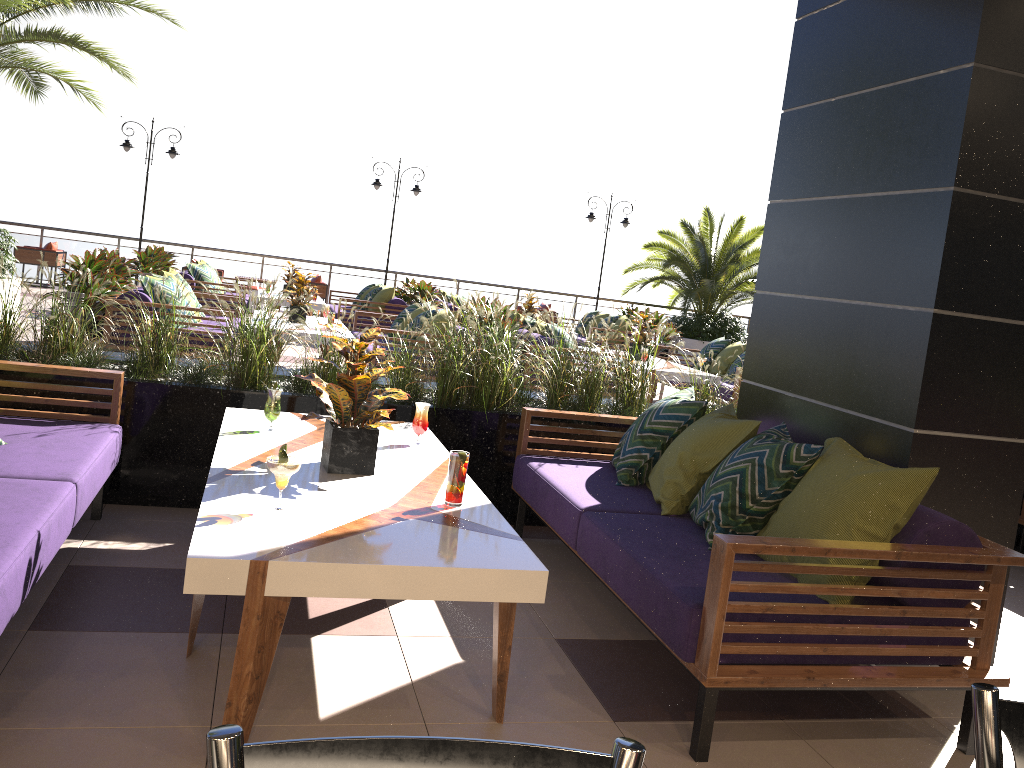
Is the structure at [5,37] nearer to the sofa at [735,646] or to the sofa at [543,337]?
the sofa at [543,337]

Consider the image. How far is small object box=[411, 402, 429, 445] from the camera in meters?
3.8 m

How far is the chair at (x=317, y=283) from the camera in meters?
16.7 m

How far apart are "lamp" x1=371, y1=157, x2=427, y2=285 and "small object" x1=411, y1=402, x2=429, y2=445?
14.3 meters

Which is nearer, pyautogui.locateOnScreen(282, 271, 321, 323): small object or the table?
the table

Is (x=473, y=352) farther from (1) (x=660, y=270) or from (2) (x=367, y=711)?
(1) (x=660, y=270)

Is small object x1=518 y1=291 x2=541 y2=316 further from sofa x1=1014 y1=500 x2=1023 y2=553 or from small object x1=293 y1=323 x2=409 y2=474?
small object x1=293 y1=323 x2=409 y2=474

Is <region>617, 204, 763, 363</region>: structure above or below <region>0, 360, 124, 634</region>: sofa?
above

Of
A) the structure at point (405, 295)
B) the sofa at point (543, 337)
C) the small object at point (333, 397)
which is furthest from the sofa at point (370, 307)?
the small object at point (333, 397)

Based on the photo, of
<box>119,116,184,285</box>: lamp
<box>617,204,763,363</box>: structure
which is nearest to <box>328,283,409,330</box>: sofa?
<box>119,116,184,285</box>: lamp
